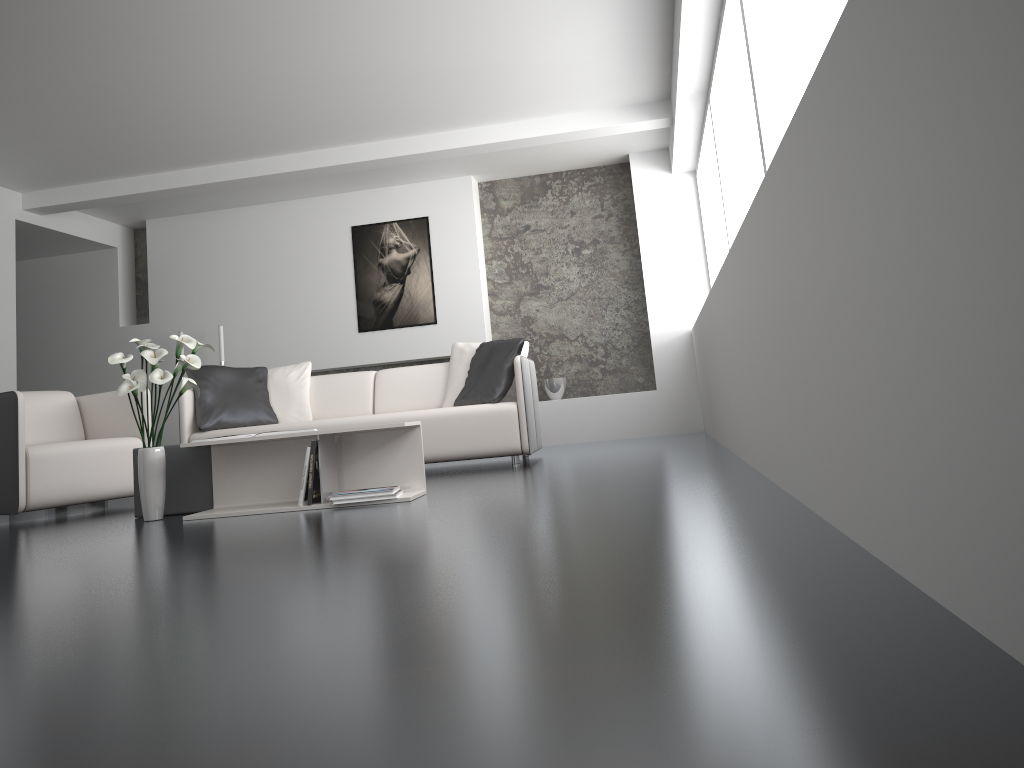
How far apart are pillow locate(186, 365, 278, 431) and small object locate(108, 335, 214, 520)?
1.78m

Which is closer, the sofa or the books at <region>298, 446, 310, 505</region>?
the books at <region>298, 446, 310, 505</region>

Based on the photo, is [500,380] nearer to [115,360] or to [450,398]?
[450,398]

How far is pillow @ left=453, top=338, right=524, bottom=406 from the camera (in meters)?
5.54

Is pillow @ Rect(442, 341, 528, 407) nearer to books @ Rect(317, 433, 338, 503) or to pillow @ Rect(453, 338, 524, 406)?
pillow @ Rect(453, 338, 524, 406)

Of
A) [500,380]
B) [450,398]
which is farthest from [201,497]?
[450,398]

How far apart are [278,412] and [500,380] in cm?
164

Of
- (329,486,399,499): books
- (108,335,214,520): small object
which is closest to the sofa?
(108,335,214,520): small object

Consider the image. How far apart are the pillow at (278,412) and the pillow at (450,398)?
1.0m

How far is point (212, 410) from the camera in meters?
5.8
